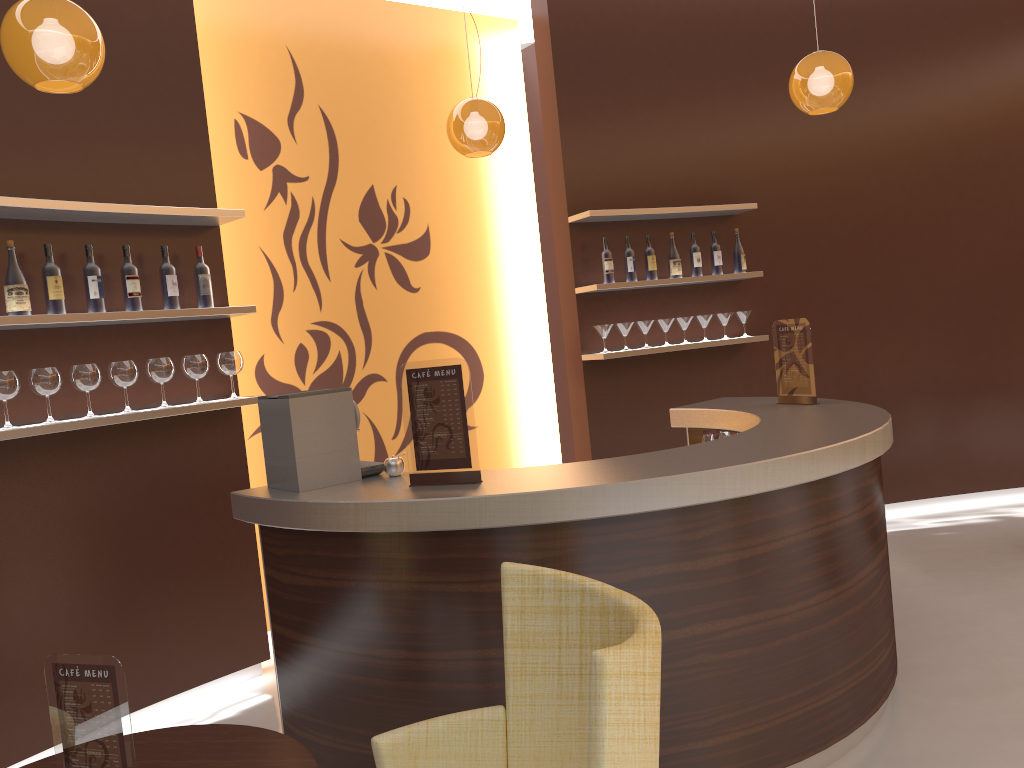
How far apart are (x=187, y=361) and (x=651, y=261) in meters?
2.9

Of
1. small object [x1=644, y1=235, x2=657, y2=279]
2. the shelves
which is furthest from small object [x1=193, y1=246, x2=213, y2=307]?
small object [x1=644, y1=235, x2=657, y2=279]

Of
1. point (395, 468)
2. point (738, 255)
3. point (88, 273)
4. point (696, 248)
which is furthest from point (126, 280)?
point (738, 255)

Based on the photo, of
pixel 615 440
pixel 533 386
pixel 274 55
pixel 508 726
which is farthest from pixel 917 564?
pixel 274 55

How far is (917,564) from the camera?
5.2m

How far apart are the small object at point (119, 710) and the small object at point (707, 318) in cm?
462

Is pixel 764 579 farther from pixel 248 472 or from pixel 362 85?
pixel 362 85

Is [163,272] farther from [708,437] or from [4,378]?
[708,437]

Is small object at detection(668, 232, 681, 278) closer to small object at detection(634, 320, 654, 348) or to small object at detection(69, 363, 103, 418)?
small object at detection(634, 320, 654, 348)

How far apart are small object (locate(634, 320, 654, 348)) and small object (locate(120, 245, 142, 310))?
3.01m
